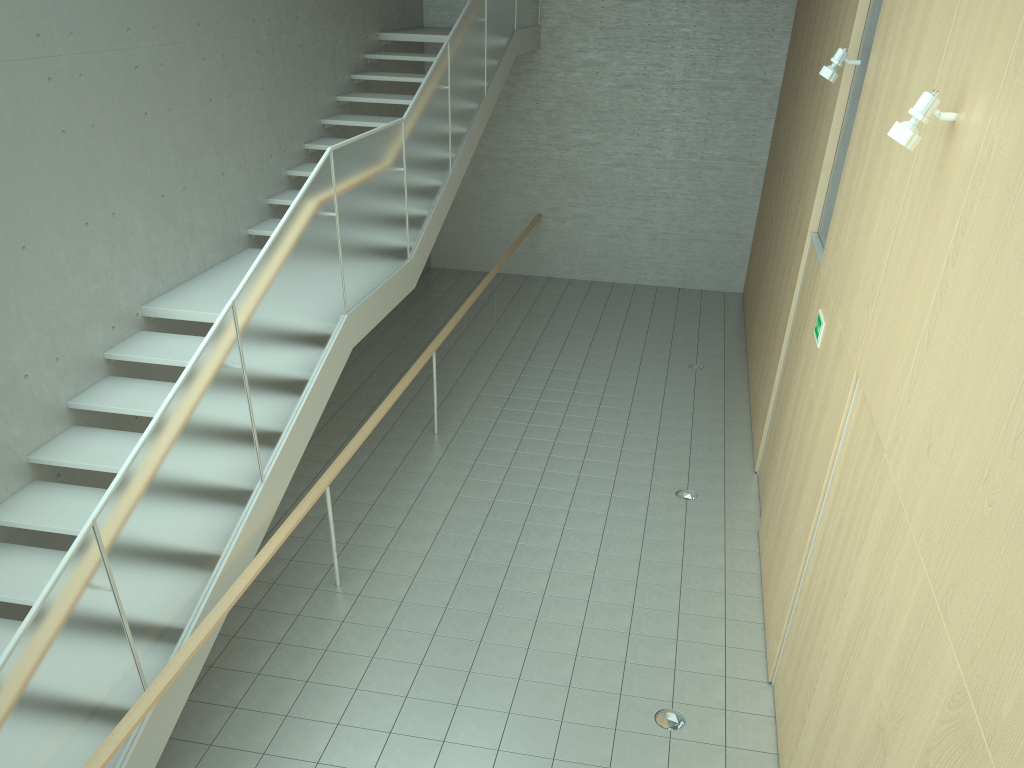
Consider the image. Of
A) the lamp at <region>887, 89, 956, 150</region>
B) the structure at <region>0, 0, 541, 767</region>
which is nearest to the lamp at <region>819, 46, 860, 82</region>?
the lamp at <region>887, 89, 956, 150</region>

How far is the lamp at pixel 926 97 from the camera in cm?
341

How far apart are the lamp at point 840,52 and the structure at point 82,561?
3.35m

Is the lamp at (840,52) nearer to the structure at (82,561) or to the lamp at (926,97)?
the lamp at (926,97)

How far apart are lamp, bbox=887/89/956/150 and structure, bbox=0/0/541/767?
3.3 meters

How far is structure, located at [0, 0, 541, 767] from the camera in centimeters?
344cm

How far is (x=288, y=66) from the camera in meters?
8.8

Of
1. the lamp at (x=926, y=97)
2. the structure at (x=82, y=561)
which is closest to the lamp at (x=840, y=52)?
the lamp at (x=926, y=97)

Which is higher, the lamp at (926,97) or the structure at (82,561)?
the lamp at (926,97)

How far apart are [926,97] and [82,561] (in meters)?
3.85
